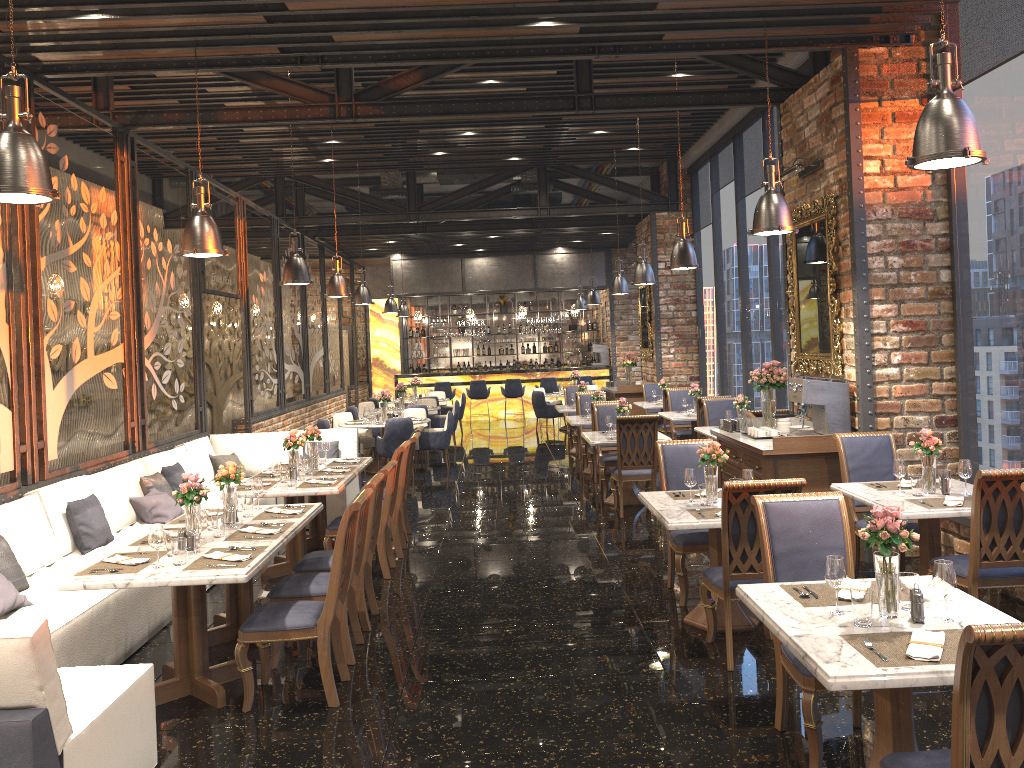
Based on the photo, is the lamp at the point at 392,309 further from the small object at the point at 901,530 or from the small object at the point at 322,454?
the small object at the point at 901,530

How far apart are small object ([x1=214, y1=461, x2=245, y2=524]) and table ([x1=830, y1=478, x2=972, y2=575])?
4.0 meters

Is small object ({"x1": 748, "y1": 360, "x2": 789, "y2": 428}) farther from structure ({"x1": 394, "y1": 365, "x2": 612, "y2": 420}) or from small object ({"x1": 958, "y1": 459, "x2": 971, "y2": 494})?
structure ({"x1": 394, "y1": 365, "x2": 612, "y2": 420})

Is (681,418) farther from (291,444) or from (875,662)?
(875,662)

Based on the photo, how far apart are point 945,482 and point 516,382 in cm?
1528

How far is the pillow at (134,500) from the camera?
7.4 meters

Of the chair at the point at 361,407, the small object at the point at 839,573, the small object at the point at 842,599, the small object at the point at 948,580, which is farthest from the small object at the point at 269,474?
the chair at the point at 361,407

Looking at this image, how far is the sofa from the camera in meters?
3.0

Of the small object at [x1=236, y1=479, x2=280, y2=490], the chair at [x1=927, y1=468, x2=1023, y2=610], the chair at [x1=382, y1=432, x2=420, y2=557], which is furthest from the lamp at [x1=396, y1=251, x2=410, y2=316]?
the chair at [x1=927, y1=468, x2=1023, y2=610]

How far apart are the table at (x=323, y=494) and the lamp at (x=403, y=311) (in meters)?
12.11
